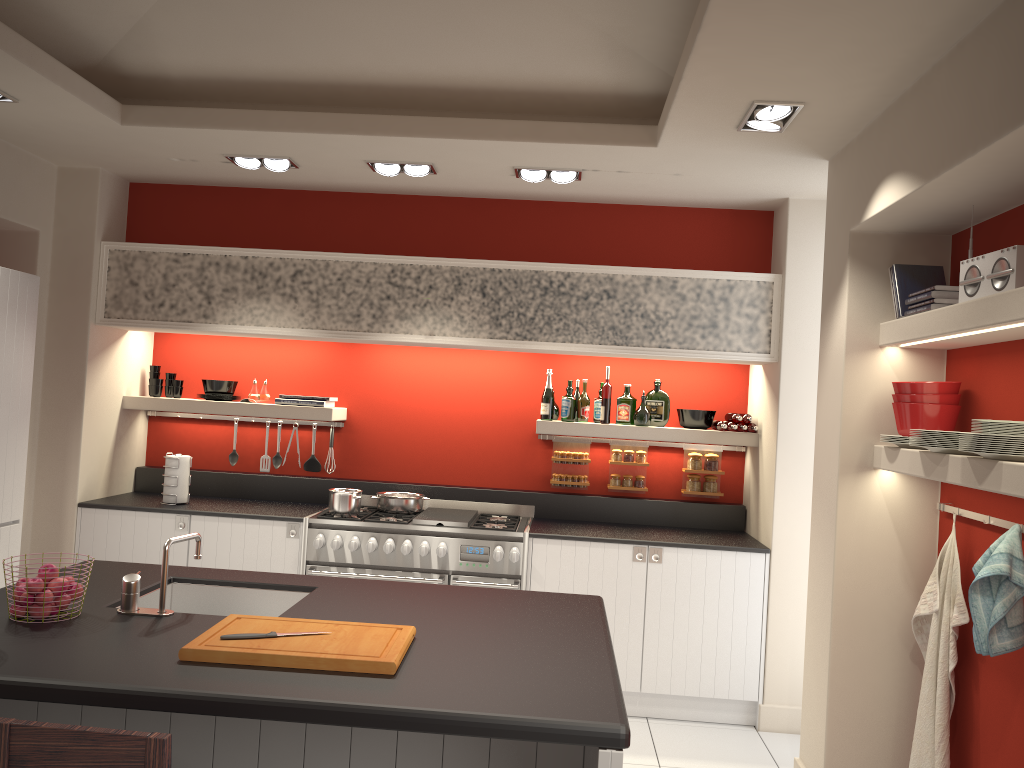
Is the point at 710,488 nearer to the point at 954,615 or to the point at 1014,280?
the point at 954,615

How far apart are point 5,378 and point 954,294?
4.4 meters

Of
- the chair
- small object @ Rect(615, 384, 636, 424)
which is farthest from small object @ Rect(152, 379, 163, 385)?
the chair

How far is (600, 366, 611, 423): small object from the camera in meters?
5.6 m

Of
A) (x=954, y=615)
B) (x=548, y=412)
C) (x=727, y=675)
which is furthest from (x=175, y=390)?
(x=954, y=615)

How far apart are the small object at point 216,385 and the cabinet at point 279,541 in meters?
0.9 m

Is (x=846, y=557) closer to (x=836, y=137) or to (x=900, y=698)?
(x=900, y=698)

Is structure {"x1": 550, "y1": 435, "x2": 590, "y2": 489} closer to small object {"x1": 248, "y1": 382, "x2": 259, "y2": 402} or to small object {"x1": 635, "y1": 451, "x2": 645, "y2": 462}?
small object {"x1": 635, "y1": 451, "x2": 645, "y2": 462}

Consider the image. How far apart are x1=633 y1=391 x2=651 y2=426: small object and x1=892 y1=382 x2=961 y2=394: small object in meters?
2.0 m

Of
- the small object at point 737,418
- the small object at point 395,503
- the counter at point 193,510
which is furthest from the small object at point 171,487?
the small object at point 737,418
